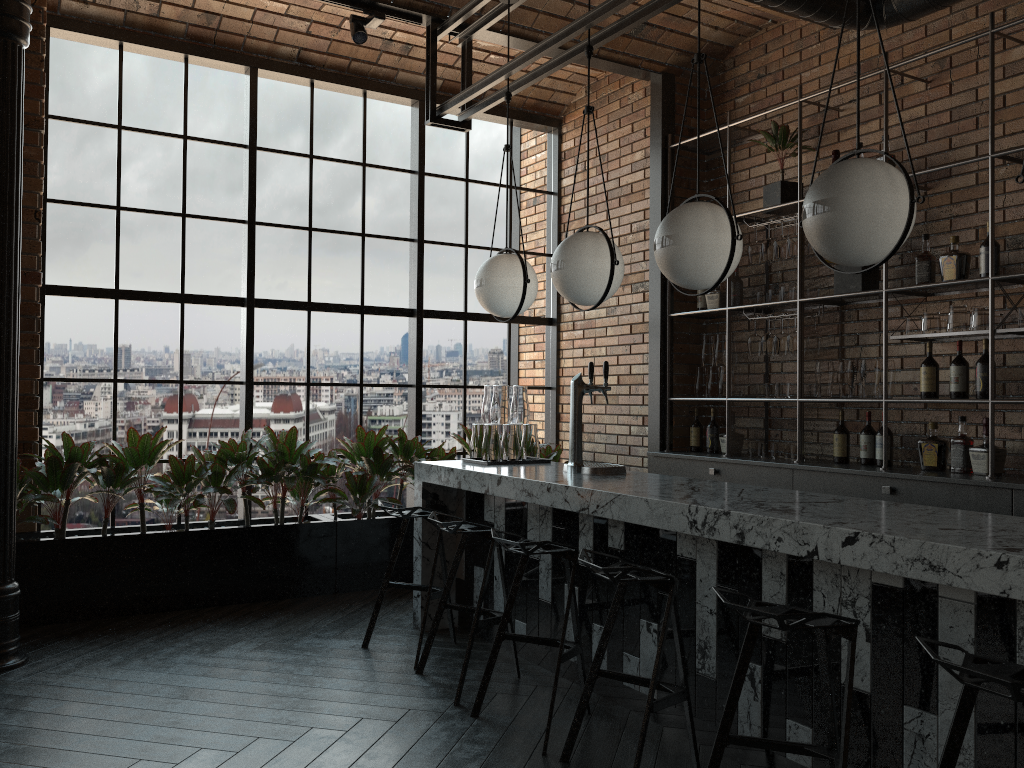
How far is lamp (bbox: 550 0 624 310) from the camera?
3.9m

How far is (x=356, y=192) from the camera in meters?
6.3

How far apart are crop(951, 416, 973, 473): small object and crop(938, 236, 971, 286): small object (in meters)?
0.71

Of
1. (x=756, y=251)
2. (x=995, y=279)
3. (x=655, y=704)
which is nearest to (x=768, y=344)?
(x=756, y=251)

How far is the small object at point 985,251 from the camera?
4.27m

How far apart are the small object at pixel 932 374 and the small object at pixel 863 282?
0.5 meters

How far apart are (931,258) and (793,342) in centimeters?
90cm

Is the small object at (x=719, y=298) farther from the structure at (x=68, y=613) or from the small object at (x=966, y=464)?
the small object at (x=966, y=464)

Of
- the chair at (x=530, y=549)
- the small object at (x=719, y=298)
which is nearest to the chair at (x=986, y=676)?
the chair at (x=530, y=549)

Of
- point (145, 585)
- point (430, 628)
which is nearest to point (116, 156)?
point (145, 585)
